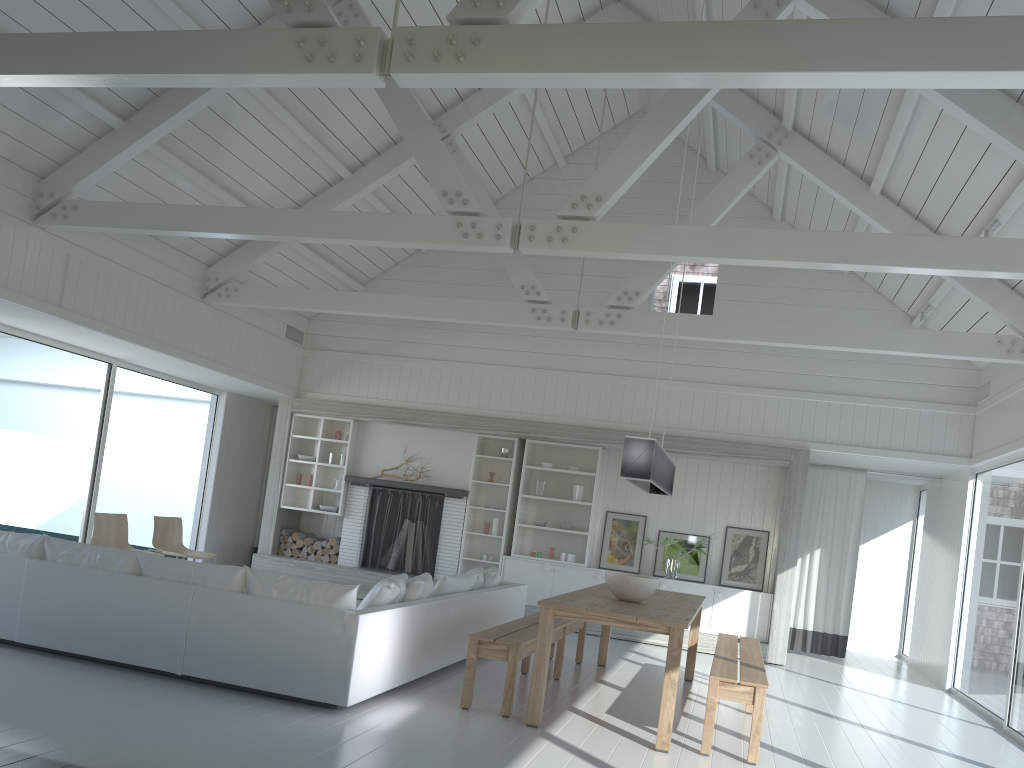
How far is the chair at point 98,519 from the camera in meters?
8.1 m

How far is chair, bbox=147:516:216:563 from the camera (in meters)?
8.81

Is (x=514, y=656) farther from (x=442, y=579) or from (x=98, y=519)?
(x=98, y=519)

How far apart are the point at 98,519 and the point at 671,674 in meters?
5.6

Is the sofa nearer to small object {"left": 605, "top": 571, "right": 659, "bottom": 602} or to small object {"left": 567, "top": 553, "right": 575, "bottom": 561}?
small object {"left": 605, "top": 571, "right": 659, "bottom": 602}

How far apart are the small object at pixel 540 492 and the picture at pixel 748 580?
2.25m

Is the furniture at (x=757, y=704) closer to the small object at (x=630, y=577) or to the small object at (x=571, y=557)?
the small object at (x=630, y=577)

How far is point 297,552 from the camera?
11.3m

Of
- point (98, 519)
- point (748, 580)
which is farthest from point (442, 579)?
point (748, 580)

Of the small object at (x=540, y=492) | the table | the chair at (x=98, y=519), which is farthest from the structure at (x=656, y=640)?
the chair at (x=98, y=519)
